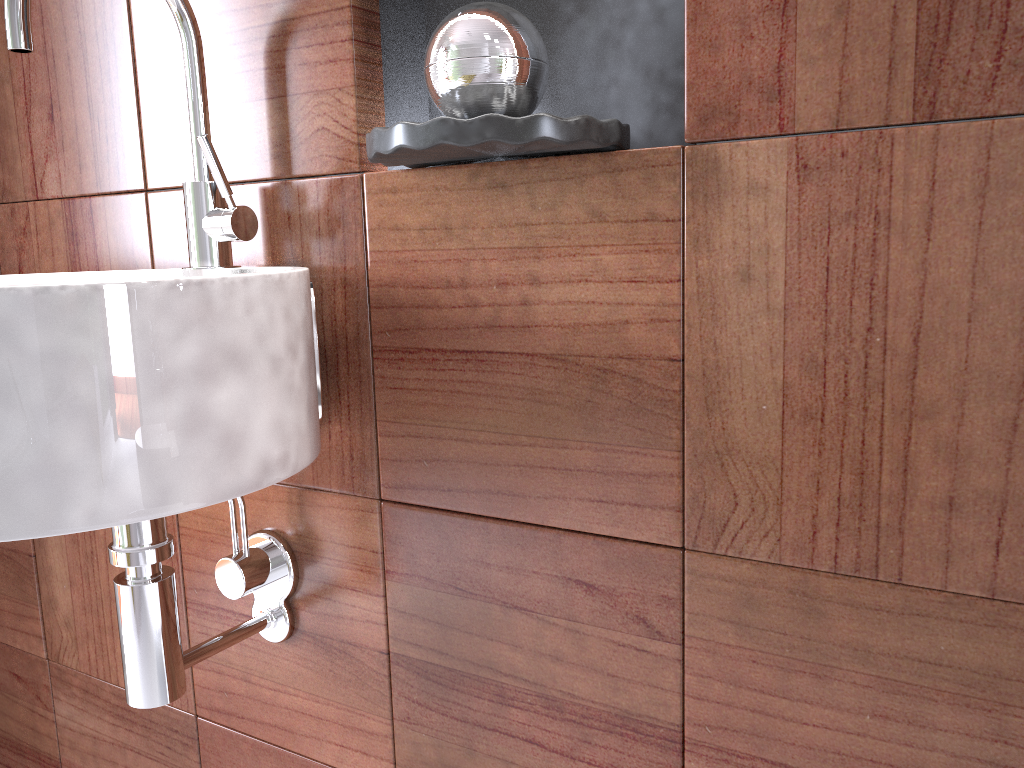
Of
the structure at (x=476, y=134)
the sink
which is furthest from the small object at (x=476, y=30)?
the sink

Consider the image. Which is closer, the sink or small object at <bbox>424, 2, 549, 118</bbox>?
the sink

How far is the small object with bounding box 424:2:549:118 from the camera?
0.68m

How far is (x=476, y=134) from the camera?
0.6m

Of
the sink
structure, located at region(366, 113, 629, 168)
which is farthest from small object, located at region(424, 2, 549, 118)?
the sink

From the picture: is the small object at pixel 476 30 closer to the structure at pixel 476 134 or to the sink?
the structure at pixel 476 134

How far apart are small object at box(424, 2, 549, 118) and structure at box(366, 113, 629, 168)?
0.0 meters

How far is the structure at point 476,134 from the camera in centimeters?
64cm

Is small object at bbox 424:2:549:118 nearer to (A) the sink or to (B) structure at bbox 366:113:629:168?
(B) structure at bbox 366:113:629:168

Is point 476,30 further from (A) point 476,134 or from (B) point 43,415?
(B) point 43,415
